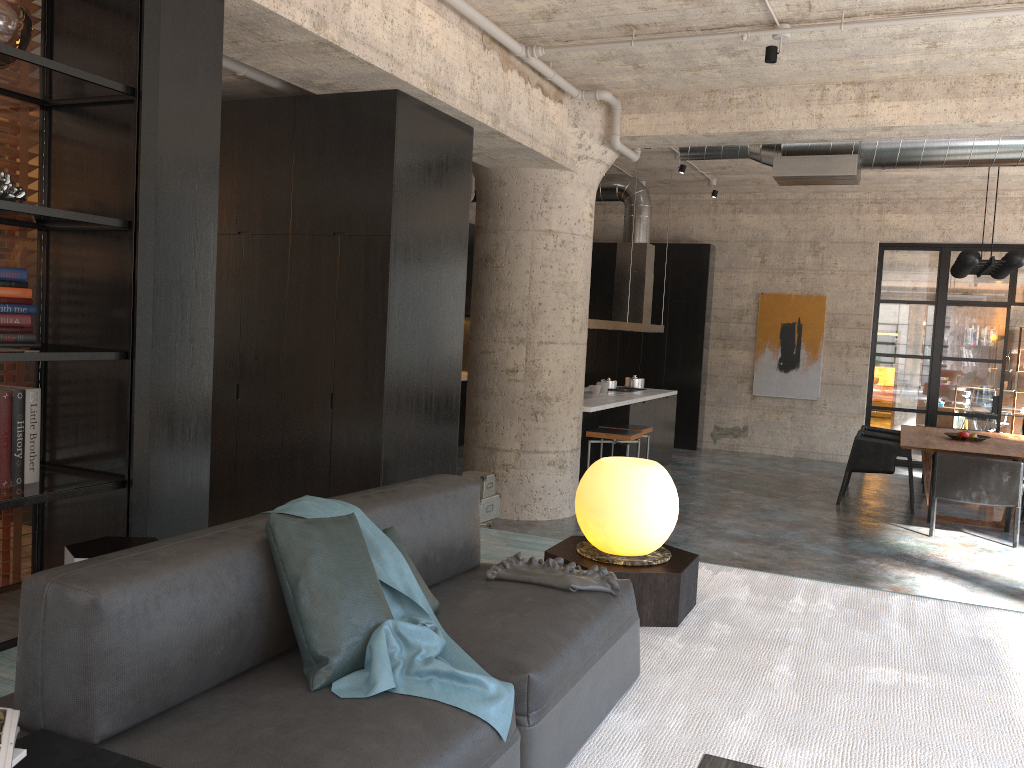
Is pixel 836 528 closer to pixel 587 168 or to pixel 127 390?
pixel 587 168

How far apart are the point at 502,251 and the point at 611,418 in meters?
2.8

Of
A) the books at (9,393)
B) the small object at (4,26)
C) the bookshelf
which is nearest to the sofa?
the bookshelf

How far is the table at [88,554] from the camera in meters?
3.1 m

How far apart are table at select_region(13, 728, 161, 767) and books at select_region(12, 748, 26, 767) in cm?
41

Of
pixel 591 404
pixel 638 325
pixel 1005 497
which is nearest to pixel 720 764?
pixel 591 404

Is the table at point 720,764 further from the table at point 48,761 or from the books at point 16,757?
the books at point 16,757

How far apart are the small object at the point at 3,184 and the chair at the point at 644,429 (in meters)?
6.64

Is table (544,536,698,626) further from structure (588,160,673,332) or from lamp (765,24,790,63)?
structure (588,160,673,332)

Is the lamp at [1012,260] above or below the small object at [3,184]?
above
